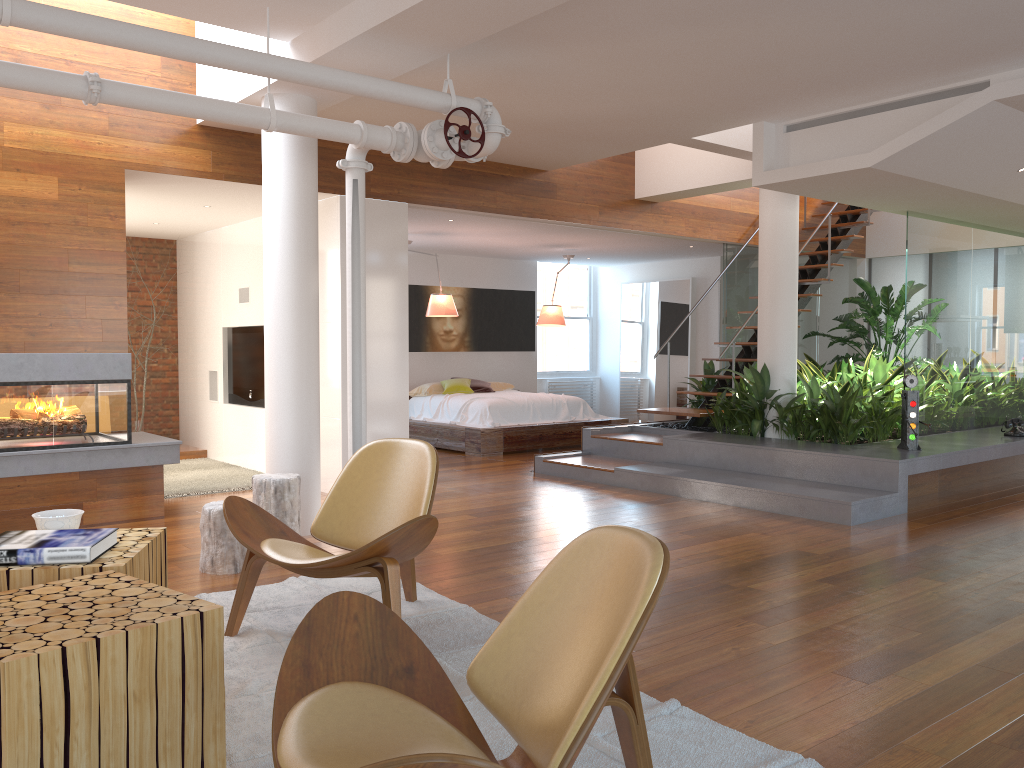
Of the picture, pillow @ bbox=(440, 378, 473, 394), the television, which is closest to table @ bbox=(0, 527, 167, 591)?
the television

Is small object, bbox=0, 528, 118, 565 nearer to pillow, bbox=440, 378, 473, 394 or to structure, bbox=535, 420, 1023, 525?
structure, bbox=535, 420, 1023, 525

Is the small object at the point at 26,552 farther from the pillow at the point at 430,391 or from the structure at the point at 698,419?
the pillow at the point at 430,391

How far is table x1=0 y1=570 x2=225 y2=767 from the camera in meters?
1.8

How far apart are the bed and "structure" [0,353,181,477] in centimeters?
367cm

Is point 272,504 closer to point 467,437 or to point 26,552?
point 26,552

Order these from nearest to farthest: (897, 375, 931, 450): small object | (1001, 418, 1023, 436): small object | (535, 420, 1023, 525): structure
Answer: (535, 420, 1023, 525): structure, (897, 375, 931, 450): small object, (1001, 418, 1023, 436): small object

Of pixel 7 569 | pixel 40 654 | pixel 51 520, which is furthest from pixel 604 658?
pixel 51 520

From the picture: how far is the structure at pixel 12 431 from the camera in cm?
530

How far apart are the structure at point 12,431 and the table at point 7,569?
2.8m
